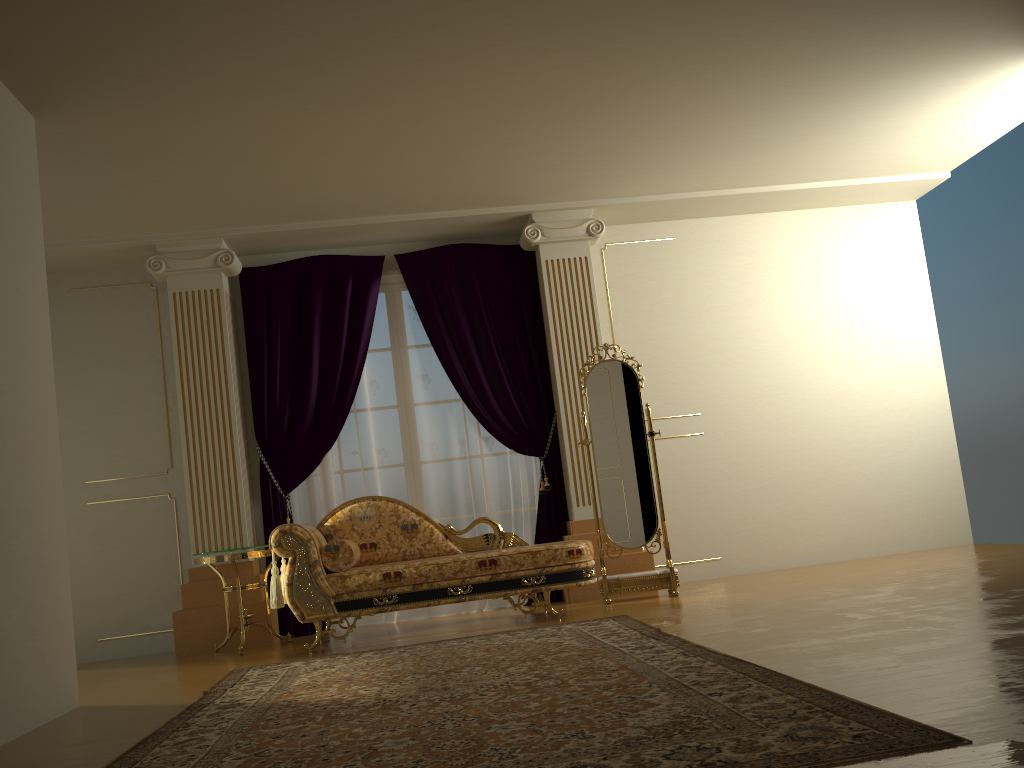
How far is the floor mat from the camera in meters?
2.0

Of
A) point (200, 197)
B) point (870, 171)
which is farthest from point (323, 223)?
point (870, 171)

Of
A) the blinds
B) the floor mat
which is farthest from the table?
the floor mat

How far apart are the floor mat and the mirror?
0.90m

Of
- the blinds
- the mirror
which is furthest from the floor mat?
the blinds

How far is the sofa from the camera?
4.8m

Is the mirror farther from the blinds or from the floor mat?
the floor mat

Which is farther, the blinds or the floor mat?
the blinds

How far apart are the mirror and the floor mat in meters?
0.9

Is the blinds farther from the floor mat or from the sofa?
the floor mat
